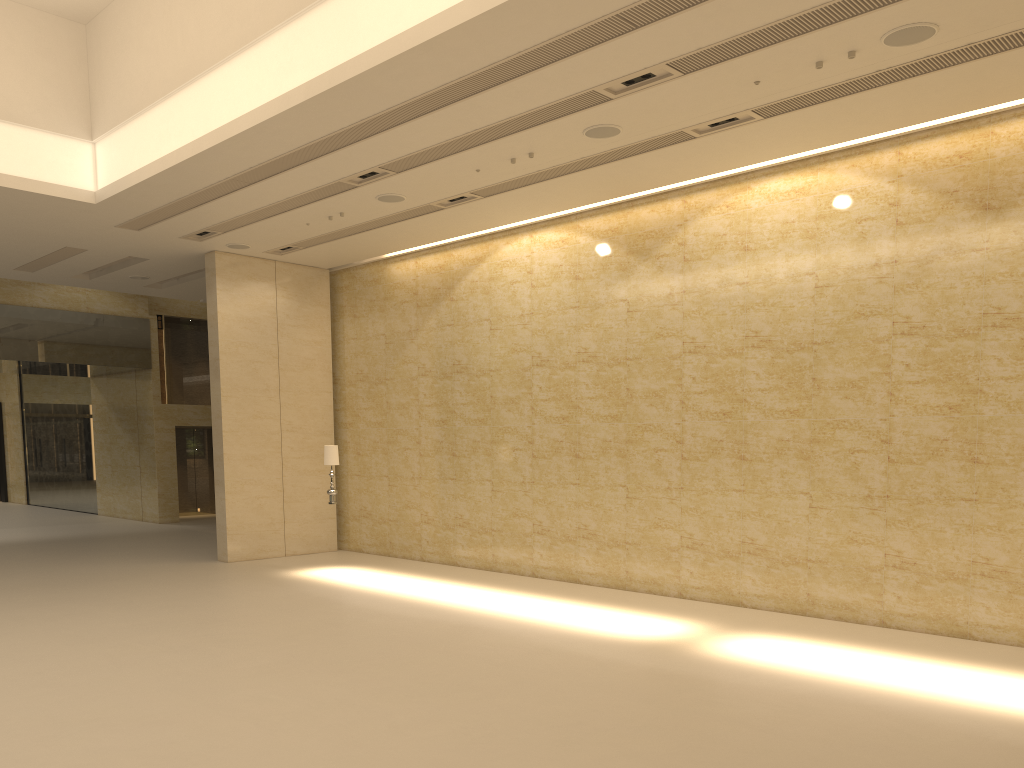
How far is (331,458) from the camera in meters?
14.9

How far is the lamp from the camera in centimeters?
1487cm

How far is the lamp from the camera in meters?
14.9

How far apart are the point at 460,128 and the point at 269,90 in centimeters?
227cm
